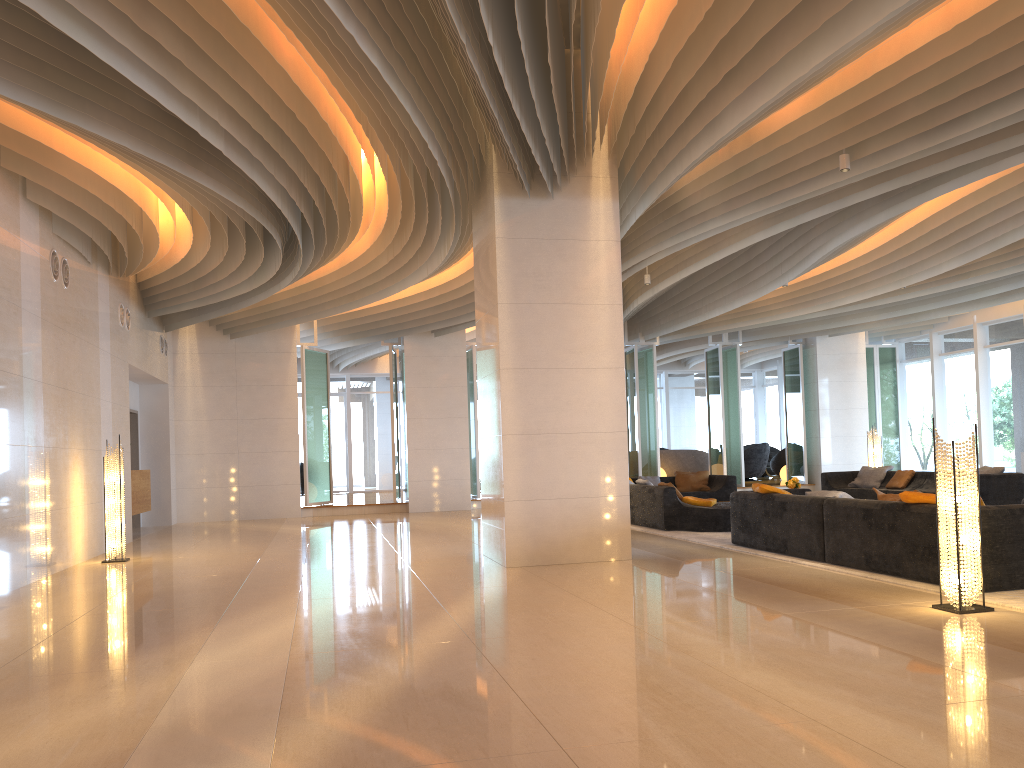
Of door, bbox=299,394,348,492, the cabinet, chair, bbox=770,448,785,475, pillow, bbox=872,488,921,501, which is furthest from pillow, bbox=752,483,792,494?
door, bbox=299,394,348,492

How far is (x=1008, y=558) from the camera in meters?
6.0 m

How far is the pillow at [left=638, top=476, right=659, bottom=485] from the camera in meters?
15.8

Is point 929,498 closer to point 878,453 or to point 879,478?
point 879,478

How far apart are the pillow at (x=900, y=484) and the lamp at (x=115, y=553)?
11.3m

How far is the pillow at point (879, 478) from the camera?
14.92m

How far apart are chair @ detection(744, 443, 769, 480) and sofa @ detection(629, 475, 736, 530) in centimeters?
731cm

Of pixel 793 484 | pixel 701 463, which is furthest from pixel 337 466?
pixel 793 484

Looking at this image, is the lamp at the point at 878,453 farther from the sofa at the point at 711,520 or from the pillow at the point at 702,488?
the pillow at the point at 702,488

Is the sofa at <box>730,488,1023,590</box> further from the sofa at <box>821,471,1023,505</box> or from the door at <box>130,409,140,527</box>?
the door at <box>130,409,140,527</box>
